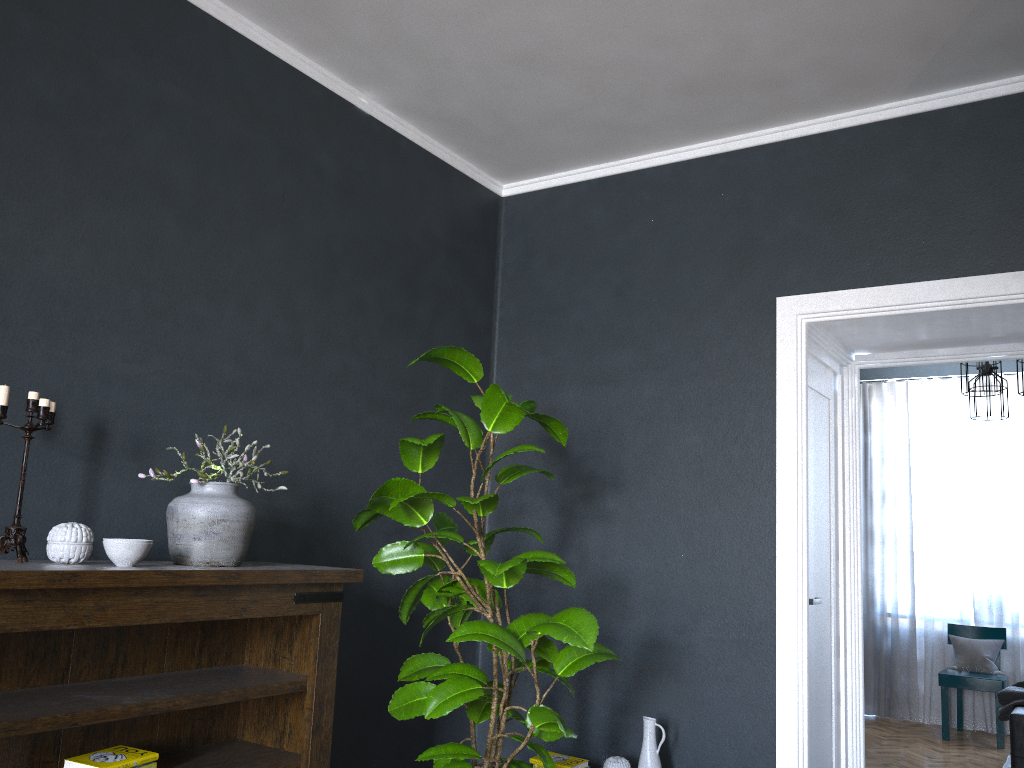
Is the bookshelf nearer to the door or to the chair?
the door

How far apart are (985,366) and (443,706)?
4.3 meters

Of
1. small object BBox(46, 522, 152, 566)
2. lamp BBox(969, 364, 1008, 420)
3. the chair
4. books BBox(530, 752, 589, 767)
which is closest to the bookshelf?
small object BBox(46, 522, 152, 566)

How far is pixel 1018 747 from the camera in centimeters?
429cm

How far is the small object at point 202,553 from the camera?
2.42m

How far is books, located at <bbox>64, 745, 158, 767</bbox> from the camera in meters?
2.2

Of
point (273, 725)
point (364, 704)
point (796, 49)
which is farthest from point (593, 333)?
point (273, 725)

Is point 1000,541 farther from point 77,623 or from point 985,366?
point 77,623

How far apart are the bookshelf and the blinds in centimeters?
589cm

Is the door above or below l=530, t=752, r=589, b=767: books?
above
